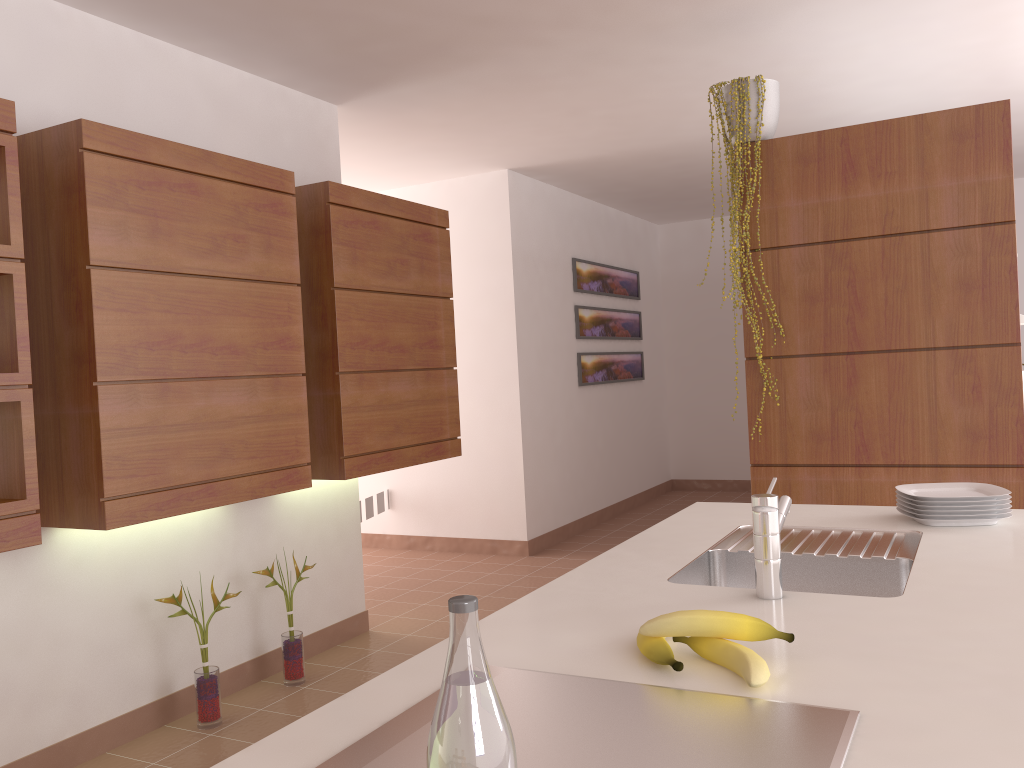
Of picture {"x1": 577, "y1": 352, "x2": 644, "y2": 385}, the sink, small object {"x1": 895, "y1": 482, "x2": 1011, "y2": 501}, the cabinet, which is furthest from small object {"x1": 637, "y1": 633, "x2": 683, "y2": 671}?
picture {"x1": 577, "y1": 352, "x2": 644, "y2": 385}

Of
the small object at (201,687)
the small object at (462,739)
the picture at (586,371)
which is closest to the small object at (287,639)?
the small object at (201,687)

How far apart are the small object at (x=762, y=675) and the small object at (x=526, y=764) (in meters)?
0.02

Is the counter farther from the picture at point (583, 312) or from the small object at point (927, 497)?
the picture at point (583, 312)

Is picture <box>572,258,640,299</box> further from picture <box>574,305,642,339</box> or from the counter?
the counter

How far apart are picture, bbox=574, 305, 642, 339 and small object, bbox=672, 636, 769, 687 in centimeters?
538cm

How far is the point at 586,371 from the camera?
6.7 meters

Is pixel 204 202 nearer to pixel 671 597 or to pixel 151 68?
pixel 151 68

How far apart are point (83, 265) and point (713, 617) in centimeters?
218cm

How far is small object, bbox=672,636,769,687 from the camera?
1.07m
